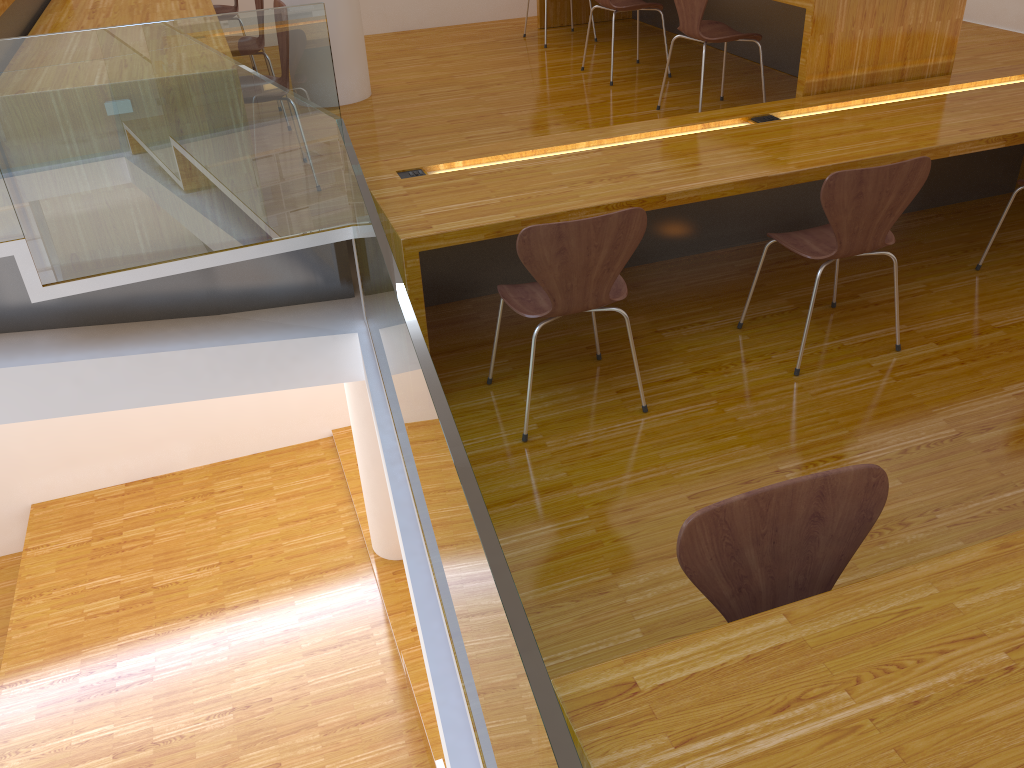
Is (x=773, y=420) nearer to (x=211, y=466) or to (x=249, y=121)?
(x=249, y=121)

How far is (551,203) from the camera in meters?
2.8

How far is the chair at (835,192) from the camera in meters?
2.7 m

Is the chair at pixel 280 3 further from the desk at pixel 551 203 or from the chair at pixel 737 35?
the chair at pixel 737 35

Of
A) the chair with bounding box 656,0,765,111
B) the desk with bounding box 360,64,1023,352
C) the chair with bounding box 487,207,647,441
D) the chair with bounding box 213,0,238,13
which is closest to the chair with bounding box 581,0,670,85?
the chair with bounding box 656,0,765,111

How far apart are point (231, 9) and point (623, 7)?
2.4 meters

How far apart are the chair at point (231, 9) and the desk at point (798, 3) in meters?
2.1

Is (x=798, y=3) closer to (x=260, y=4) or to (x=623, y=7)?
(x=623, y=7)

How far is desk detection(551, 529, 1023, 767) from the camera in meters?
1.1

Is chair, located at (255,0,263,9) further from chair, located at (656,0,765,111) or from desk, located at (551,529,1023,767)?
desk, located at (551,529,1023,767)
